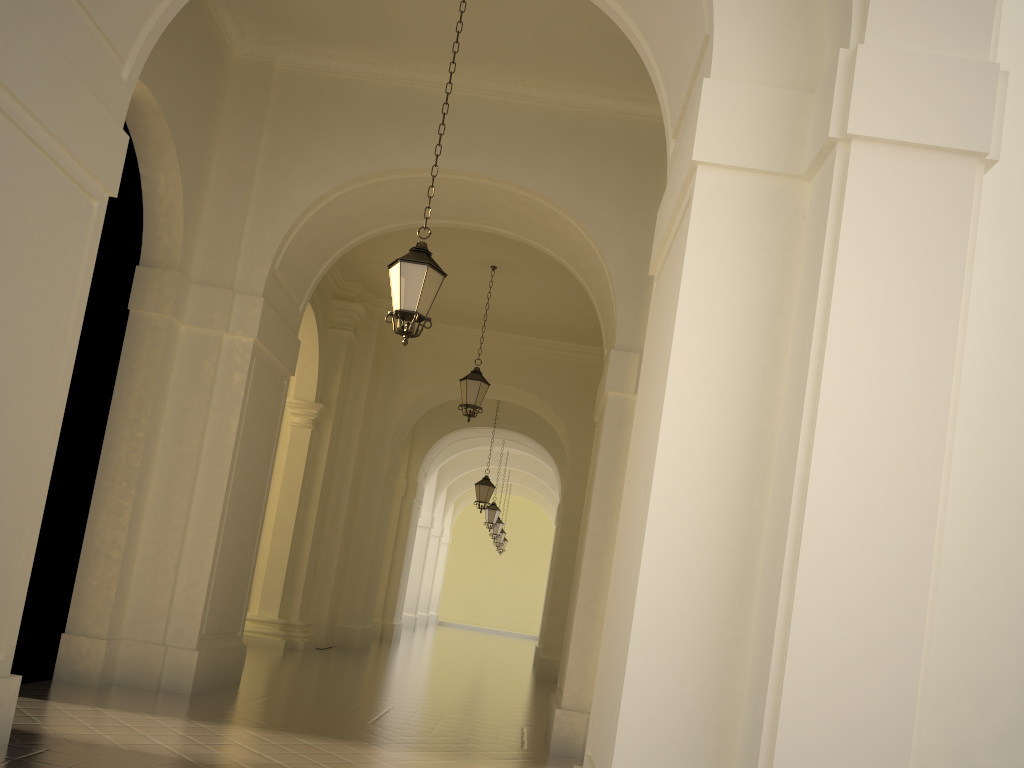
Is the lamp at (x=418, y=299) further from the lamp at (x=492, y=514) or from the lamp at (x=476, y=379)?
the lamp at (x=492, y=514)

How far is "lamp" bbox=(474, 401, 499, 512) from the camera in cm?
1983

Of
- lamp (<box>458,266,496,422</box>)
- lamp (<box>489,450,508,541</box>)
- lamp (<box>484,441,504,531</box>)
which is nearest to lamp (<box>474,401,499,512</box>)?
lamp (<box>484,441,504,531</box>)

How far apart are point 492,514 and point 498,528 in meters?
3.9 m

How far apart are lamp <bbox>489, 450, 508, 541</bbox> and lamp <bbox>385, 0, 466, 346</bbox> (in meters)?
21.63

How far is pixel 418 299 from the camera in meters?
7.3

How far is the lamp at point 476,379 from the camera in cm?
1377

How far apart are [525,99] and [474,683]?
8.67m

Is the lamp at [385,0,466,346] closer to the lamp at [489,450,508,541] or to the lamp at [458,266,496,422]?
the lamp at [458,266,496,422]

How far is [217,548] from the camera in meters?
8.6 m
